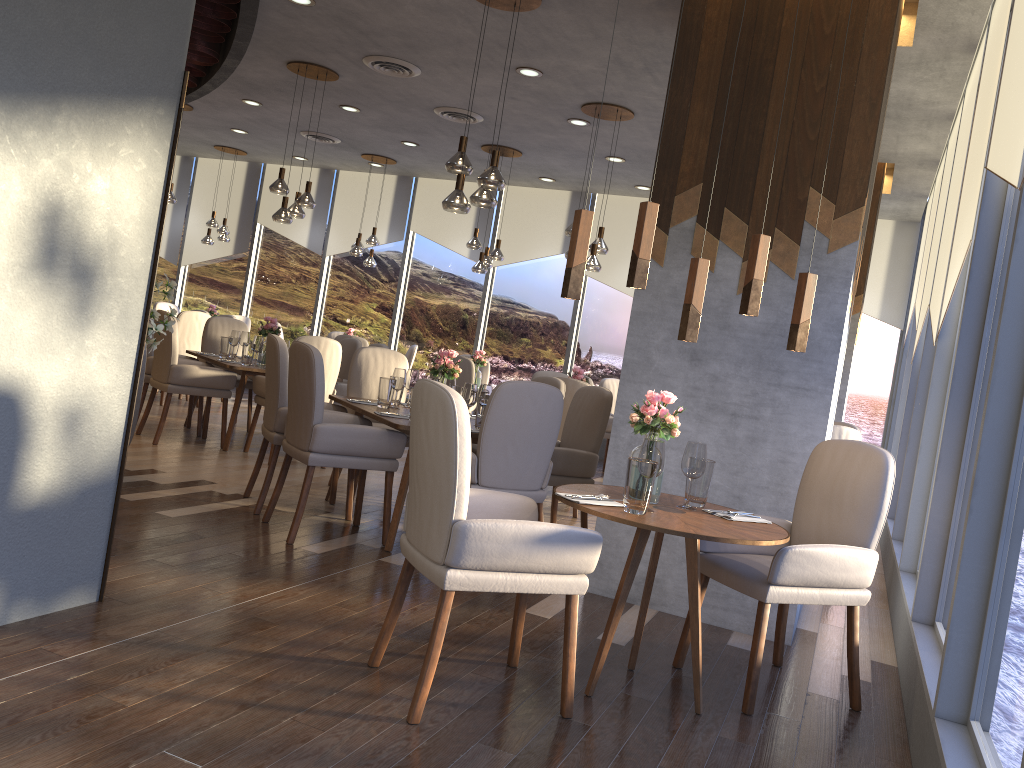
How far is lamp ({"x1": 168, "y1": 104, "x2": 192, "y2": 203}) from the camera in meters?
9.7

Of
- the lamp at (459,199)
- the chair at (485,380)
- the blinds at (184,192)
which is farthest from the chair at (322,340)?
the blinds at (184,192)

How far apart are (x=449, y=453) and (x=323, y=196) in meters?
10.4

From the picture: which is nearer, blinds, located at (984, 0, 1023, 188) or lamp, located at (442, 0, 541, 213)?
blinds, located at (984, 0, 1023, 188)

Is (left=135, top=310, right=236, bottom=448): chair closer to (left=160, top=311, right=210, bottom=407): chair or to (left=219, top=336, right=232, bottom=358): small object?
(left=219, top=336, right=232, bottom=358): small object

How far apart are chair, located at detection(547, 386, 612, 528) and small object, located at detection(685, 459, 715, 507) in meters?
1.8 m

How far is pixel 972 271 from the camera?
3.73m

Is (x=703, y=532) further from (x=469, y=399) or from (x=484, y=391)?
(x=484, y=391)

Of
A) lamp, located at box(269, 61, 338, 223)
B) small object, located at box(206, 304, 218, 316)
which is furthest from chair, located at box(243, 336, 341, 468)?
small object, located at box(206, 304, 218, 316)

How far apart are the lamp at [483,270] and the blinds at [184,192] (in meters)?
6.03
